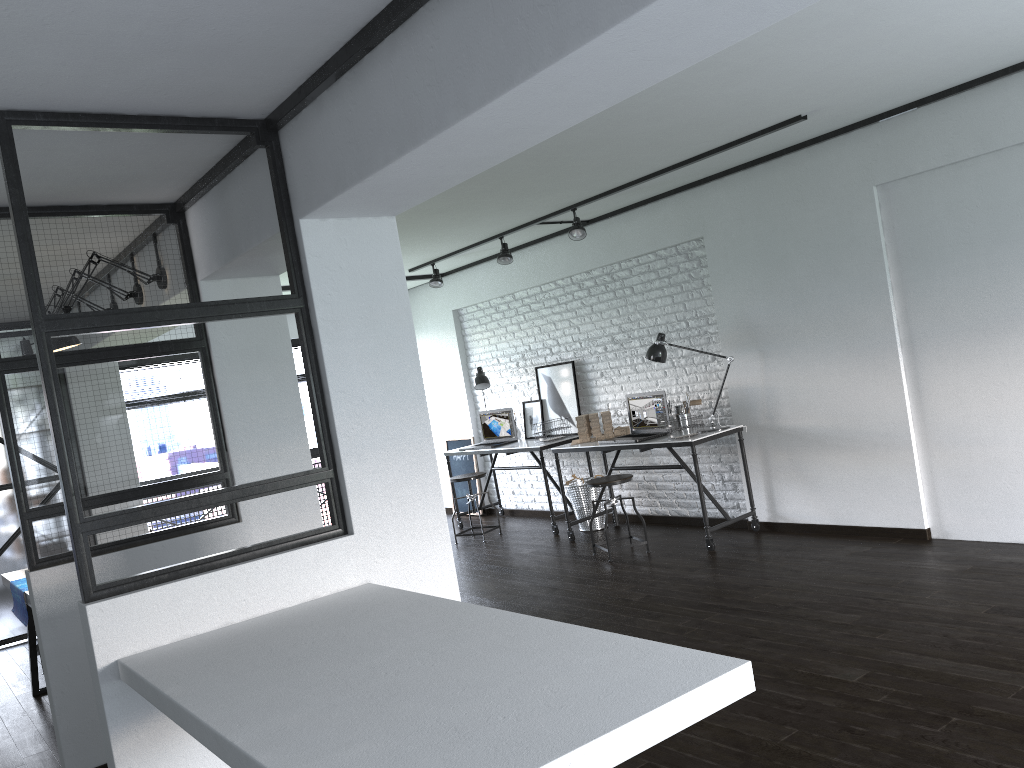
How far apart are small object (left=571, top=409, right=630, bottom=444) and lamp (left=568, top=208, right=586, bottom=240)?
1.3 meters

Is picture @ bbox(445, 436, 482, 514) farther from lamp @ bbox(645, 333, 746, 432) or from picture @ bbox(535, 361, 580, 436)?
lamp @ bbox(645, 333, 746, 432)

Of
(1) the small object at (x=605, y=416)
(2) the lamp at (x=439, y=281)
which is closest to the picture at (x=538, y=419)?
(1) the small object at (x=605, y=416)

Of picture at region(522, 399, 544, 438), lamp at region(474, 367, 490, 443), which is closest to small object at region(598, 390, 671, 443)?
picture at region(522, 399, 544, 438)

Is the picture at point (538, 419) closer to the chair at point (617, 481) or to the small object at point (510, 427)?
the small object at point (510, 427)

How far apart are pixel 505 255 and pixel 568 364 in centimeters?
113cm

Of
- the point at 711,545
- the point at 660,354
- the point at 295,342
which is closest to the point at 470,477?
the point at 660,354

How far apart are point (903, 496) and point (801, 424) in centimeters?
76cm

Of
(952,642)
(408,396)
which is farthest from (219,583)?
(952,642)

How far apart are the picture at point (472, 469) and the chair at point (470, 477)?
1.2 meters
